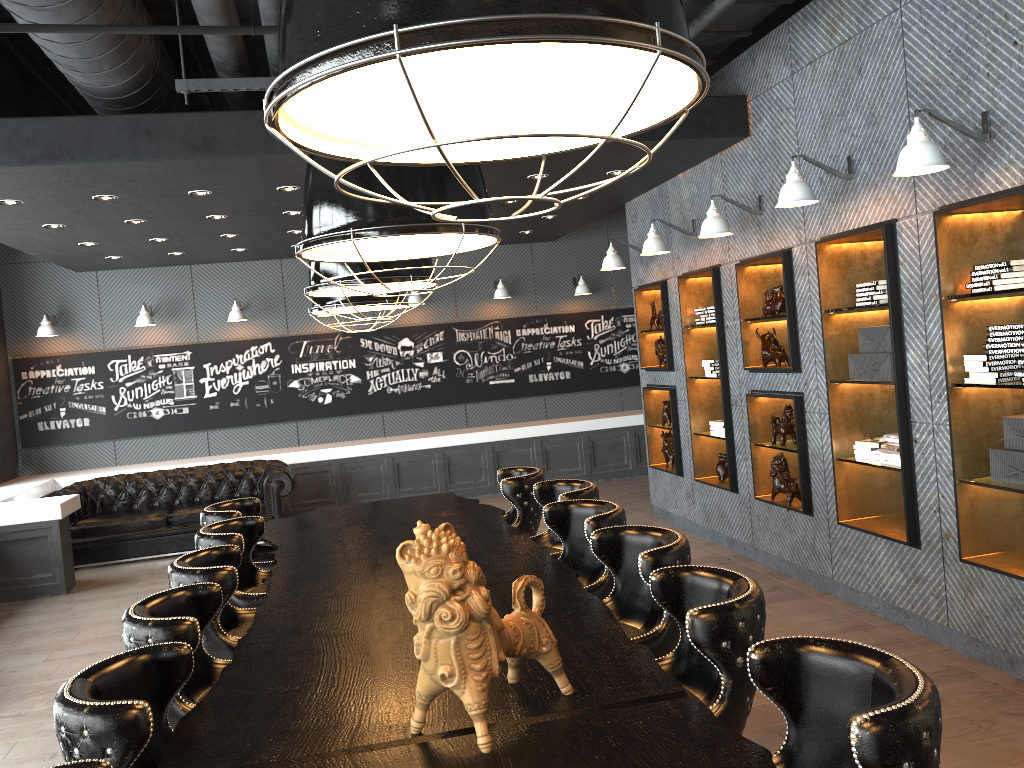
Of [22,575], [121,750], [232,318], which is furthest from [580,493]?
[232,318]

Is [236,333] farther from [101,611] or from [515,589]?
[515,589]

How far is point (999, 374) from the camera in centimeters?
424cm

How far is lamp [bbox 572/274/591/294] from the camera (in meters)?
11.92

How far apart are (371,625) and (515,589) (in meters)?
0.95

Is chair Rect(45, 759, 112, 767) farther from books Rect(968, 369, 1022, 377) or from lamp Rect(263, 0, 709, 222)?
books Rect(968, 369, 1022, 377)

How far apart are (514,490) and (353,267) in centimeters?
187cm

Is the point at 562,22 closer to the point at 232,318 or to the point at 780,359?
the point at 780,359

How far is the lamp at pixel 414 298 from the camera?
11.46m

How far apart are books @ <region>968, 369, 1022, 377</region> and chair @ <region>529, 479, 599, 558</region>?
2.0 meters
